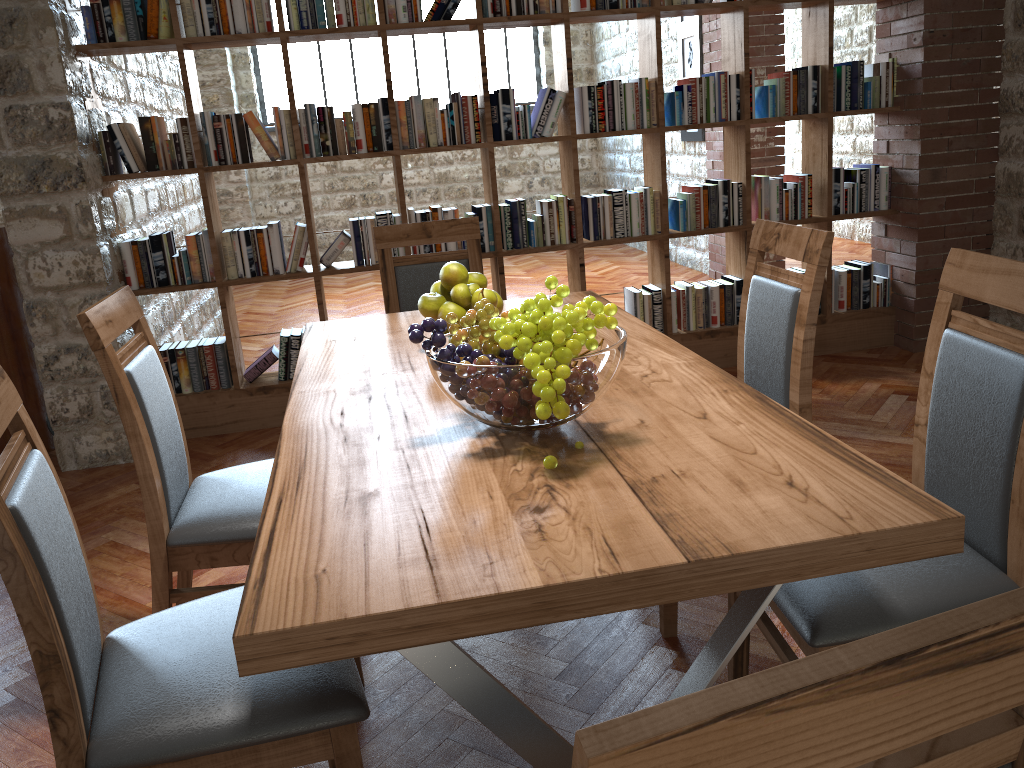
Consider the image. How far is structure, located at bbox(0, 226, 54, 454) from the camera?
3.9 meters

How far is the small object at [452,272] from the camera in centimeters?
215cm

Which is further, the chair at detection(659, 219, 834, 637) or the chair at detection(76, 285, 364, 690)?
the chair at detection(659, 219, 834, 637)

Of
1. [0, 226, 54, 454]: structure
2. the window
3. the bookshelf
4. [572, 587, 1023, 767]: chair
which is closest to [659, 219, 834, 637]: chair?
[572, 587, 1023, 767]: chair

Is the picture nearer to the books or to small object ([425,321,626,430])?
the books

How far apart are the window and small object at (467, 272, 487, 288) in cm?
819

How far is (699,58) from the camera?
6.8 meters

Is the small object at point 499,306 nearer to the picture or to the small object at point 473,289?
the small object at point 473,289

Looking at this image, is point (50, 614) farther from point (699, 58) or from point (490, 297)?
point (699, 58)

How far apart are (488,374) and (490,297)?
0.7m
